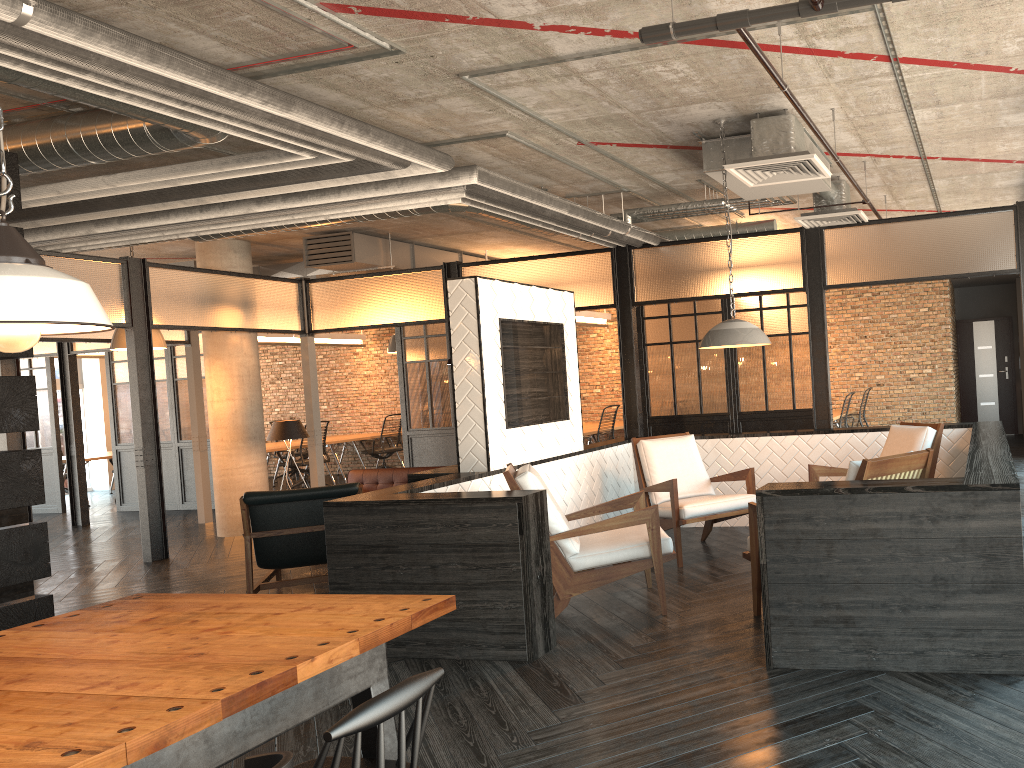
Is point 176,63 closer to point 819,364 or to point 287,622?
point 287,622

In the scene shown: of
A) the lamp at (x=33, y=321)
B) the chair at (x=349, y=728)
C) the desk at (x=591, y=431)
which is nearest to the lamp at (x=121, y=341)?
the desk at (x=591, y=431)

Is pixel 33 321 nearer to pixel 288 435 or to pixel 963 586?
pixel 963 586

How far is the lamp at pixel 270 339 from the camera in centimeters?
1440cm

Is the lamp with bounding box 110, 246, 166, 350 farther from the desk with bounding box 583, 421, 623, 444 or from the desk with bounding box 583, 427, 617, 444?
the desk with bounding box 583, 421, 623, 444

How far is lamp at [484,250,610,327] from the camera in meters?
12.9 m

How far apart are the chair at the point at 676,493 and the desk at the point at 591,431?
4.6 meters

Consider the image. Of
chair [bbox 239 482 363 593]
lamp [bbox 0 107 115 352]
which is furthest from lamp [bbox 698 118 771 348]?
lamp [bbox 0 107 115 352]

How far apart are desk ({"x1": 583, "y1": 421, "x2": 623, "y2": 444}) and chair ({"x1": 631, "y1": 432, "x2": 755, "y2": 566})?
5.6 meters

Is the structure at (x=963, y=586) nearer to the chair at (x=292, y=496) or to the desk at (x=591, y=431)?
the chair at (x=292, y=496)
